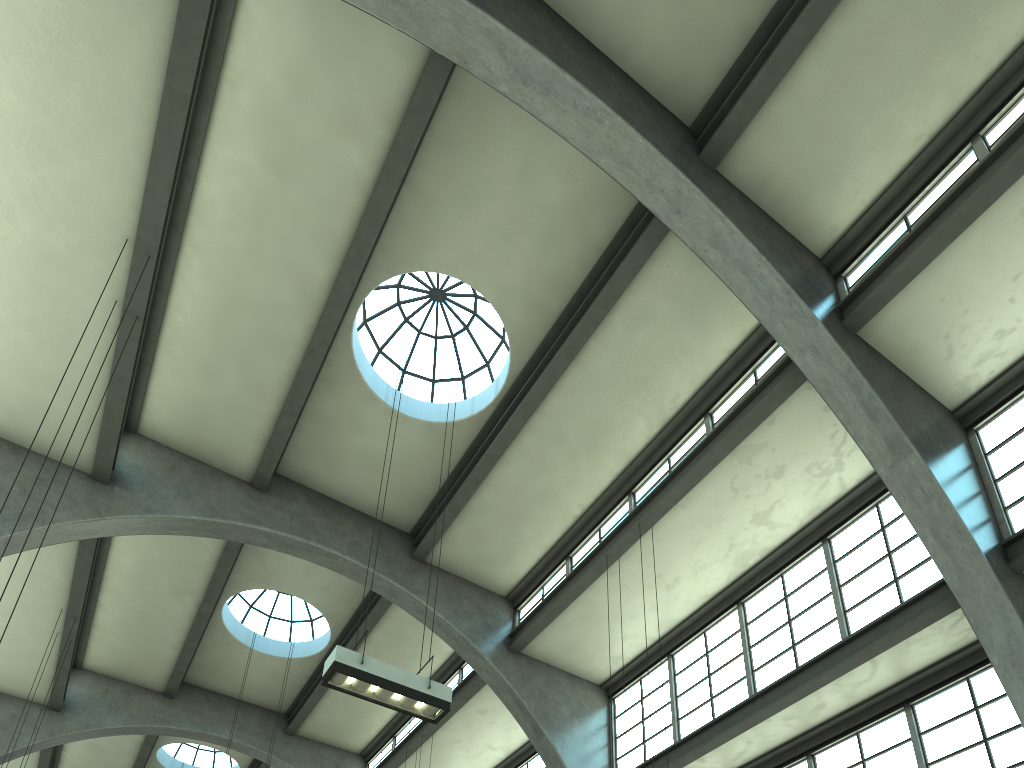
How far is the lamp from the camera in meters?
8.7

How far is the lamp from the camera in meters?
8.7 m

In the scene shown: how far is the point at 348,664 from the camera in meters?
8.7
